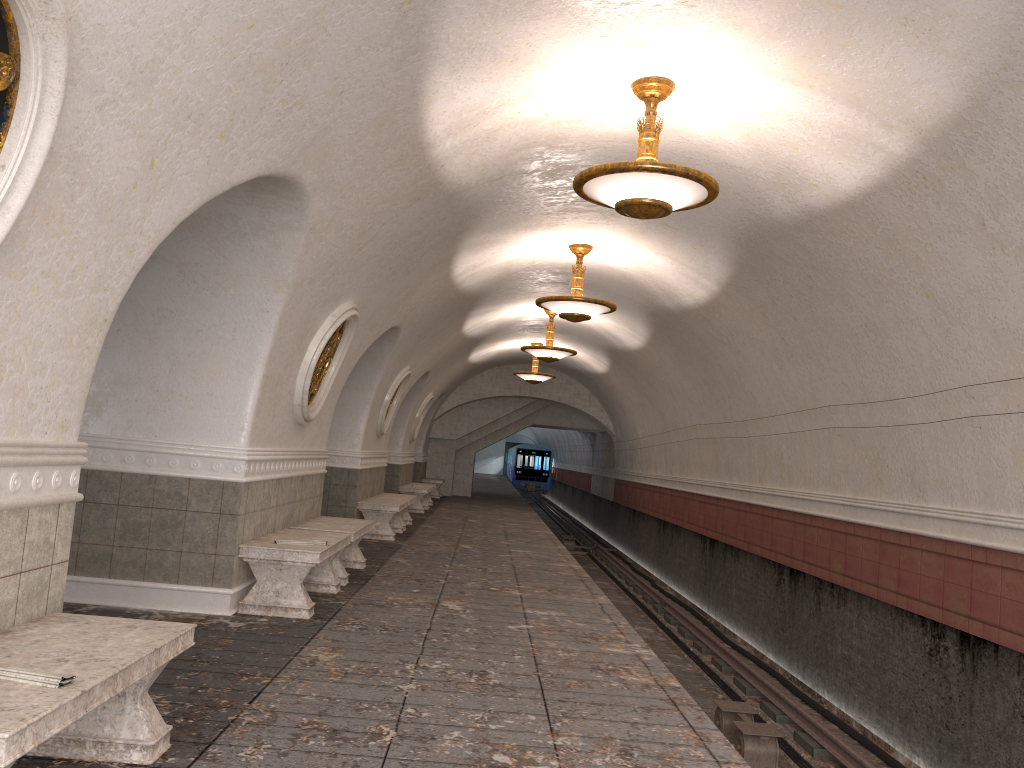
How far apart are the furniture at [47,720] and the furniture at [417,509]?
14.9 meters

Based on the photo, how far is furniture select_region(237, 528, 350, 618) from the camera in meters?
6.6 m

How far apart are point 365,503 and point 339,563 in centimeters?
428cm

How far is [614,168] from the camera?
5.7 meters

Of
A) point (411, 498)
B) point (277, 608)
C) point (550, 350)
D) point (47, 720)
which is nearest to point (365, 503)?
point (411, 498)

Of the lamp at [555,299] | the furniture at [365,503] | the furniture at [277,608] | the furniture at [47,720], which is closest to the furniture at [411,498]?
the furniture at [365,503]

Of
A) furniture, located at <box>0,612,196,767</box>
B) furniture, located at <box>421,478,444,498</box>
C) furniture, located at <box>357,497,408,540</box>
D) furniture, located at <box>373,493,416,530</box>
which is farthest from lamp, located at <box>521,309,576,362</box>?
furniture, located at <box>0,612,196,767</box>

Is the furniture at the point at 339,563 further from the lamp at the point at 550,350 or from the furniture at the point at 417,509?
the furniture at the point at 417,509

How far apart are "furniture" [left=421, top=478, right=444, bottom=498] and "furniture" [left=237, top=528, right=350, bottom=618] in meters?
16.9 m

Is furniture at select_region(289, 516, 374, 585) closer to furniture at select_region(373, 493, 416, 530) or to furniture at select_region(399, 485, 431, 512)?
furniture at select_region(373, 493, 416, 530)
